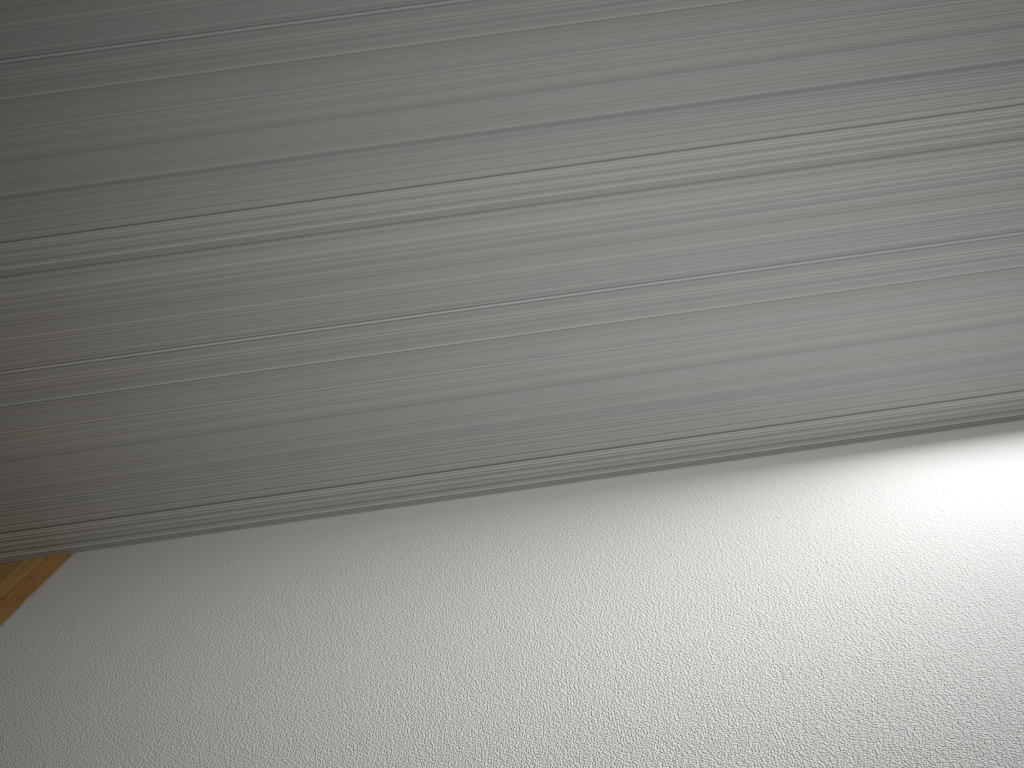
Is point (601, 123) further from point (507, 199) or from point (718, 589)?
point (718, 589)

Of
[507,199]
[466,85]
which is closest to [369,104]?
[466,85]

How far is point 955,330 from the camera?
2.7 meters
